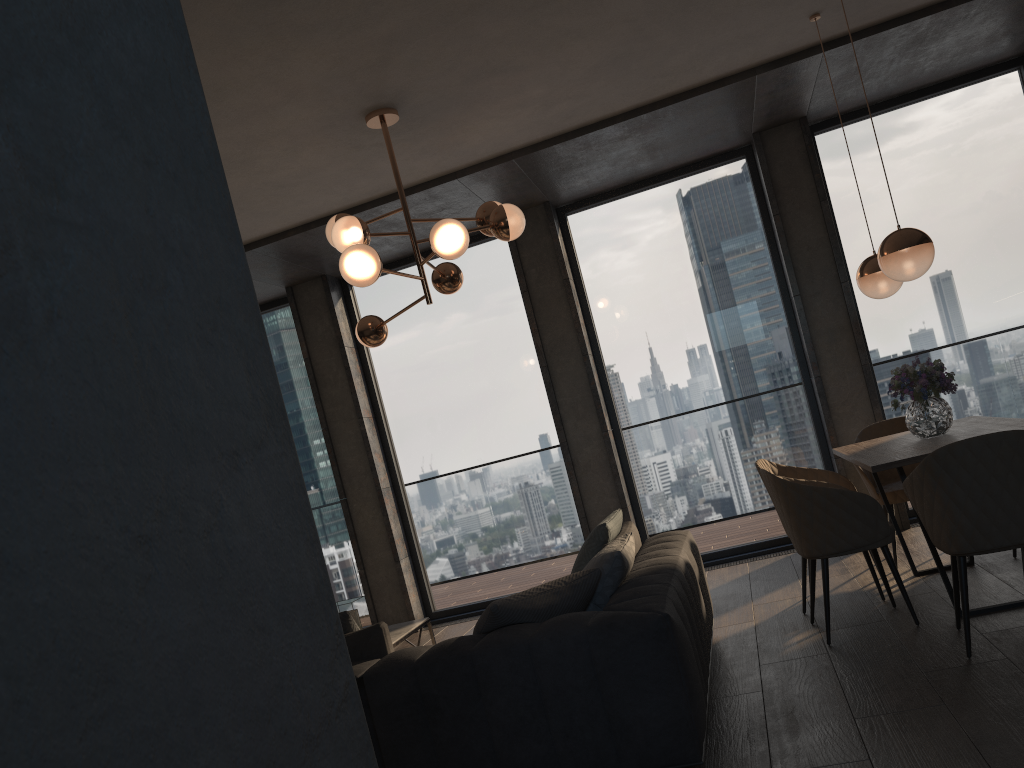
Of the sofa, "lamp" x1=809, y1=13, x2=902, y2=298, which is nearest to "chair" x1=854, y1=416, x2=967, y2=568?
"lamp" x1=809, y1=13, x2=902, y2=298

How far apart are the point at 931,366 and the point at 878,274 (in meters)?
0.64

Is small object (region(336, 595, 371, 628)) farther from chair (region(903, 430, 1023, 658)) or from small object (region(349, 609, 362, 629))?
chair (region(903, 430, 1023, 658))

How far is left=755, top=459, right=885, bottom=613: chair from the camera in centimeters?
490cm

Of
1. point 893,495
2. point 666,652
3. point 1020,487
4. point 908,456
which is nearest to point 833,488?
point 908,456

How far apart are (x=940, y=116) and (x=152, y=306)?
7.0m

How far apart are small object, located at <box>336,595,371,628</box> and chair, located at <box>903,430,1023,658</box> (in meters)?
3.17

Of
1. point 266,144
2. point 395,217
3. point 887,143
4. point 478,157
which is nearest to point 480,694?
point 266,144

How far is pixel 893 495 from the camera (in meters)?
5.03

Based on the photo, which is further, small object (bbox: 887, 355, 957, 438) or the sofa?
small object (bbox: 887, 355, 957, 438)
